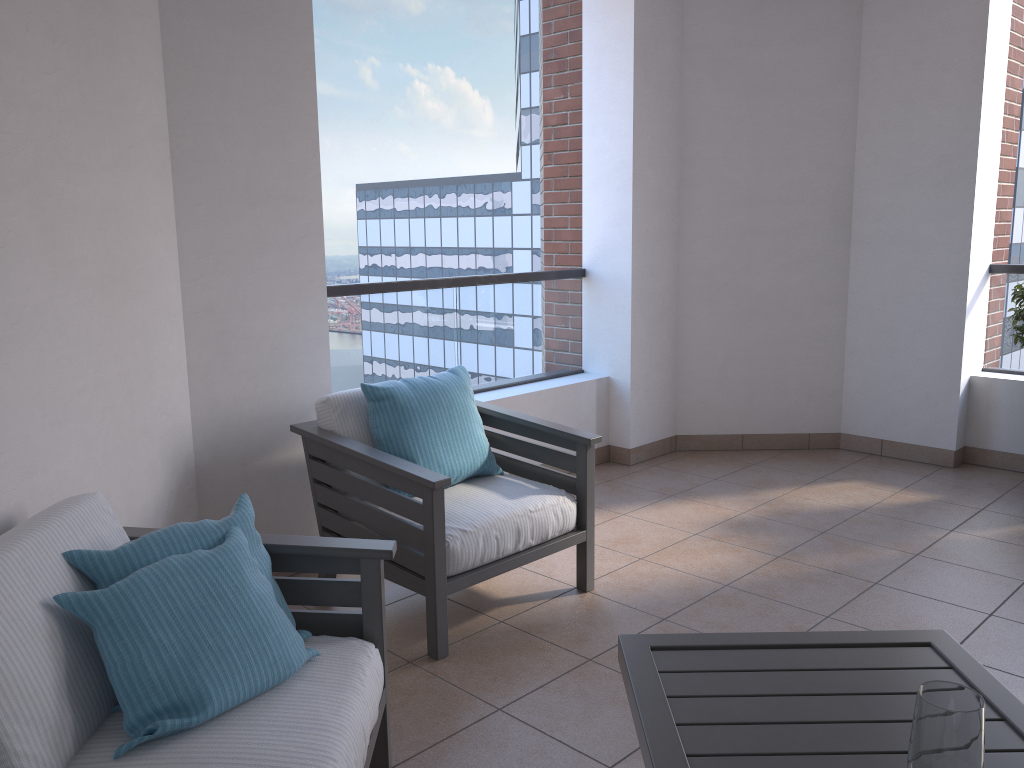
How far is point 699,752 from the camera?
1.5m

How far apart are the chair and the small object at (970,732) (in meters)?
1.69

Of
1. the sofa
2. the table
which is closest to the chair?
the sofa

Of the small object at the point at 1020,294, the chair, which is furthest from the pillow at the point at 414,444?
the small object at the point at 1020,294

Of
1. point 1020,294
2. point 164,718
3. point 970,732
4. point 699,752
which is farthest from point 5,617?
point 1020,294

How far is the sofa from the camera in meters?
1.6

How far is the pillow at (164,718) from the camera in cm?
166

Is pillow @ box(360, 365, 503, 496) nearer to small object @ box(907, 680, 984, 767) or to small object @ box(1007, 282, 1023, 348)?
small object @ box(907, 680, 984, 767)

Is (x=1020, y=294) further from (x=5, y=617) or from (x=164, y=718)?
(x=5, y=617)

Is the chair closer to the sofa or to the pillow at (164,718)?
the sofa
